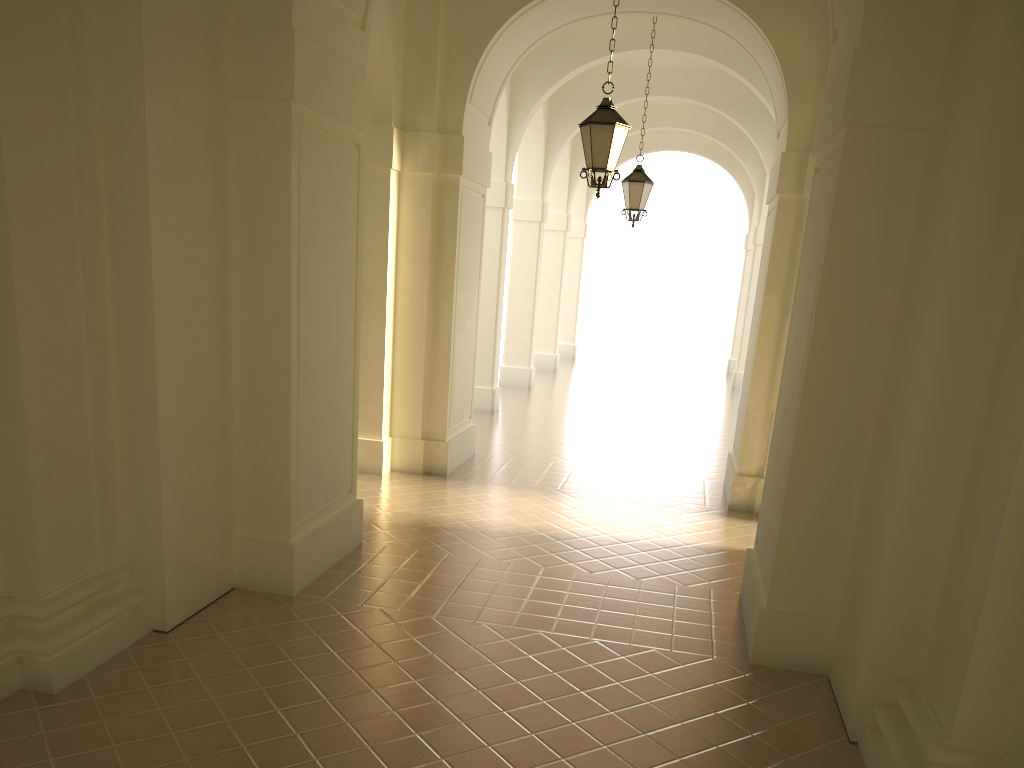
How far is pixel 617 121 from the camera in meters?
8.6 m

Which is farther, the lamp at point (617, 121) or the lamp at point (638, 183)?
the lamp at point (638, 183)

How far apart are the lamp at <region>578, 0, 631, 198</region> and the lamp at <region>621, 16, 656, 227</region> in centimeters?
486cm

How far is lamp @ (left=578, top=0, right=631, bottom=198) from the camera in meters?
8.6 m

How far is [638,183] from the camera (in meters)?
13.48

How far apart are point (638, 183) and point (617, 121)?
5.0 meters

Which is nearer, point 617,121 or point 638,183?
point 617,121

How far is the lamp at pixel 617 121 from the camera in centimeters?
856cm

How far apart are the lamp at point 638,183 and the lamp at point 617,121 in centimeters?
486cm
